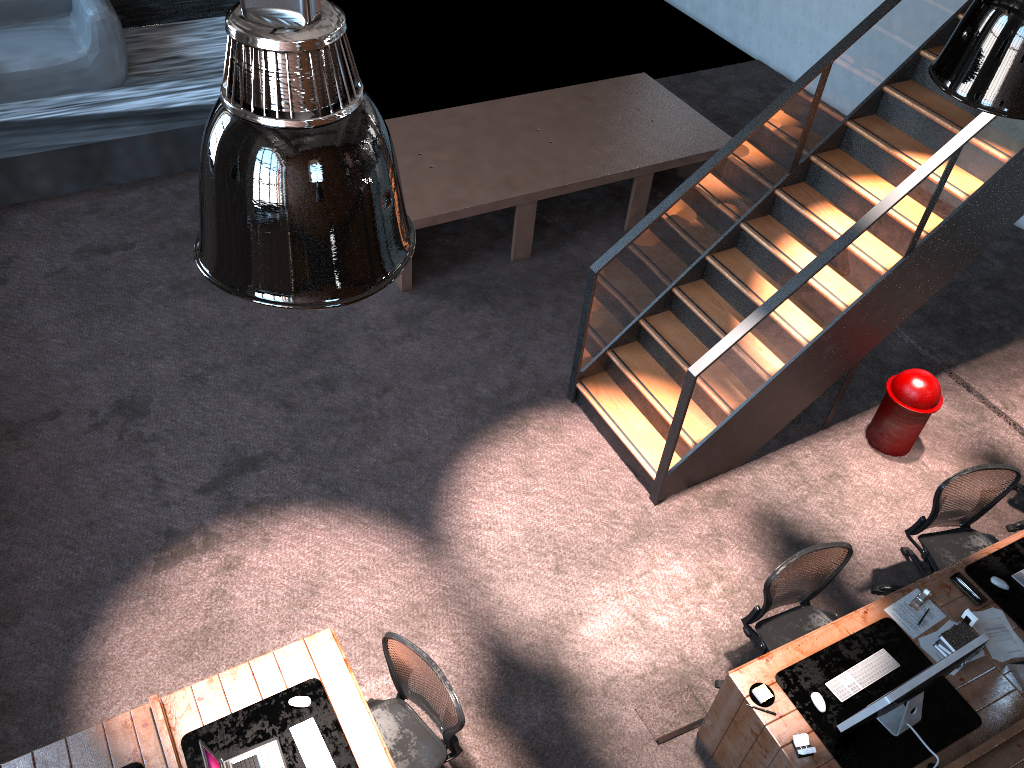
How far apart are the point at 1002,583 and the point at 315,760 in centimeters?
393cm

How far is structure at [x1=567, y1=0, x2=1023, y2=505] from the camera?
5.6 meters

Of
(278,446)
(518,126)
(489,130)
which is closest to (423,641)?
(278,446)

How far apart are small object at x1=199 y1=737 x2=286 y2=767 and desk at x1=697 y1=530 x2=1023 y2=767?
2.27m

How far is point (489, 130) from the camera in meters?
8.5

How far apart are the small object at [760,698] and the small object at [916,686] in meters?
0.2 m

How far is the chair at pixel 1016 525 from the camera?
6.4 meters

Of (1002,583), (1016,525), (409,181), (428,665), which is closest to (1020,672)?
(1002,583)

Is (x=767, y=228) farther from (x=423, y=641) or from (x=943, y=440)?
(x=423, y=641)

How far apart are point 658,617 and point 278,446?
2.9 meters
